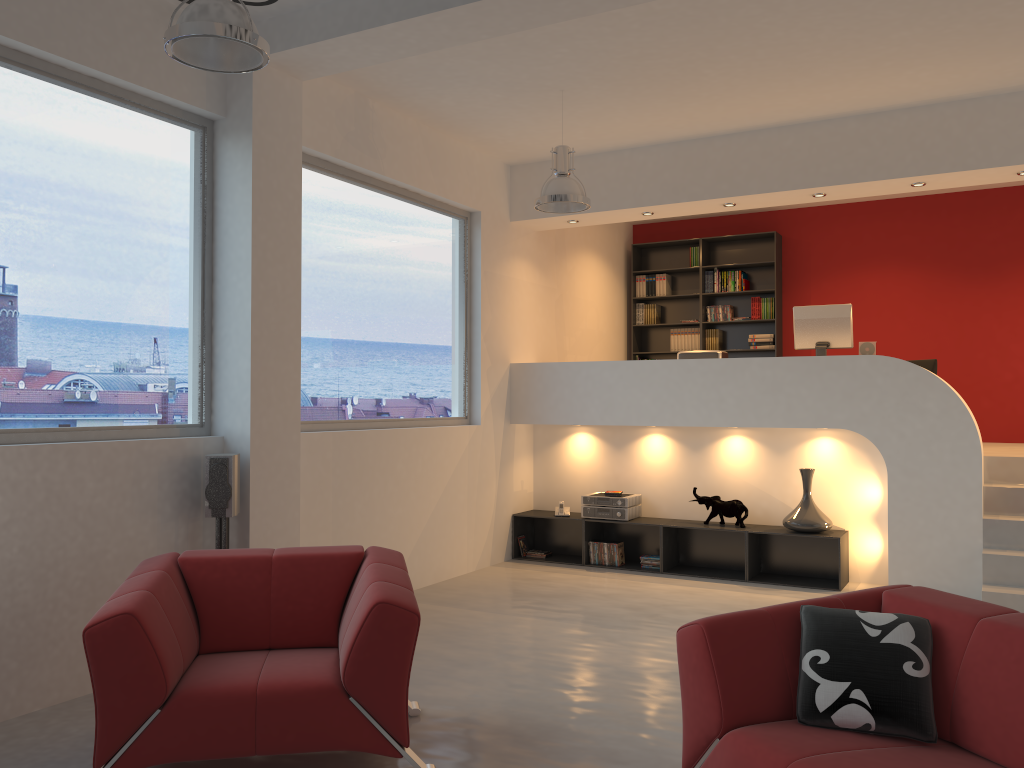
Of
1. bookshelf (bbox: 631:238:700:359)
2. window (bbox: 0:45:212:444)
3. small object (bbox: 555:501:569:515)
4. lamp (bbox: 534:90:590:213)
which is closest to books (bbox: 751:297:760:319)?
bookshelf (bbox: 631:238:700:359)

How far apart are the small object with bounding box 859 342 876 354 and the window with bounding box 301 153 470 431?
3.21m

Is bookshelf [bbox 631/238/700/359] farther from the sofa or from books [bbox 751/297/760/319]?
the sofa

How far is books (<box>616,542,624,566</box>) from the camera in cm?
748

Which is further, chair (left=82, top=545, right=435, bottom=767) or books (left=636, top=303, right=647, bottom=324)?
books (left=636, top=303, right=647, bottom=324)

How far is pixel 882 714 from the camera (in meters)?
2.66

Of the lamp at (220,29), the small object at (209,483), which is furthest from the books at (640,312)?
the lamp at (220,29)

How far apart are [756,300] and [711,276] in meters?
0.6

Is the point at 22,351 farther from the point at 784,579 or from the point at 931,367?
the point at 931,367

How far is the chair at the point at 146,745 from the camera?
3.03m
